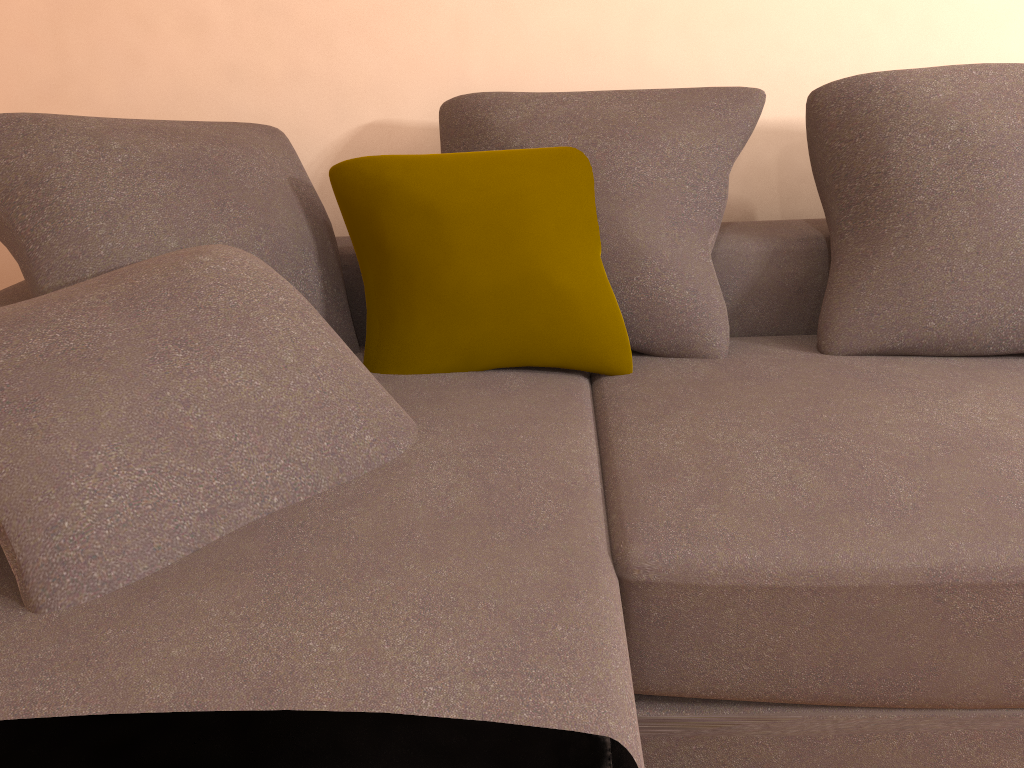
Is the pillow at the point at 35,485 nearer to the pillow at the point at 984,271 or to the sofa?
the sofa

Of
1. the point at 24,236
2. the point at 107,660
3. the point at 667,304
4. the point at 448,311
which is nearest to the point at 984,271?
the point at 667,304

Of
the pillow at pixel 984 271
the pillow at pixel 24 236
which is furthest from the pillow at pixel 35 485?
the pillow at pixel 984 271

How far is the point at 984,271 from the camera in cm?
173

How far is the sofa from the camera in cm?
94

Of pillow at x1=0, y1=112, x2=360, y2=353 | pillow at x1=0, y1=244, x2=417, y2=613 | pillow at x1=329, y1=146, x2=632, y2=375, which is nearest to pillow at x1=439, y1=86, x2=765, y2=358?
pillow at x1=329, y1=146, x2=632, y2=375

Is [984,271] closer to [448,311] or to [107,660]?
[448,311]

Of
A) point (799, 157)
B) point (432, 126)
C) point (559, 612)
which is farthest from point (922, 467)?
point (432, 126)

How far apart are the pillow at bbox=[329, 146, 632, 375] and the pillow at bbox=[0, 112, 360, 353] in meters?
0.1 m

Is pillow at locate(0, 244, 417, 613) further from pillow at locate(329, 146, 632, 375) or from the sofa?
pillow at locate(329, 146, 632, 375)
